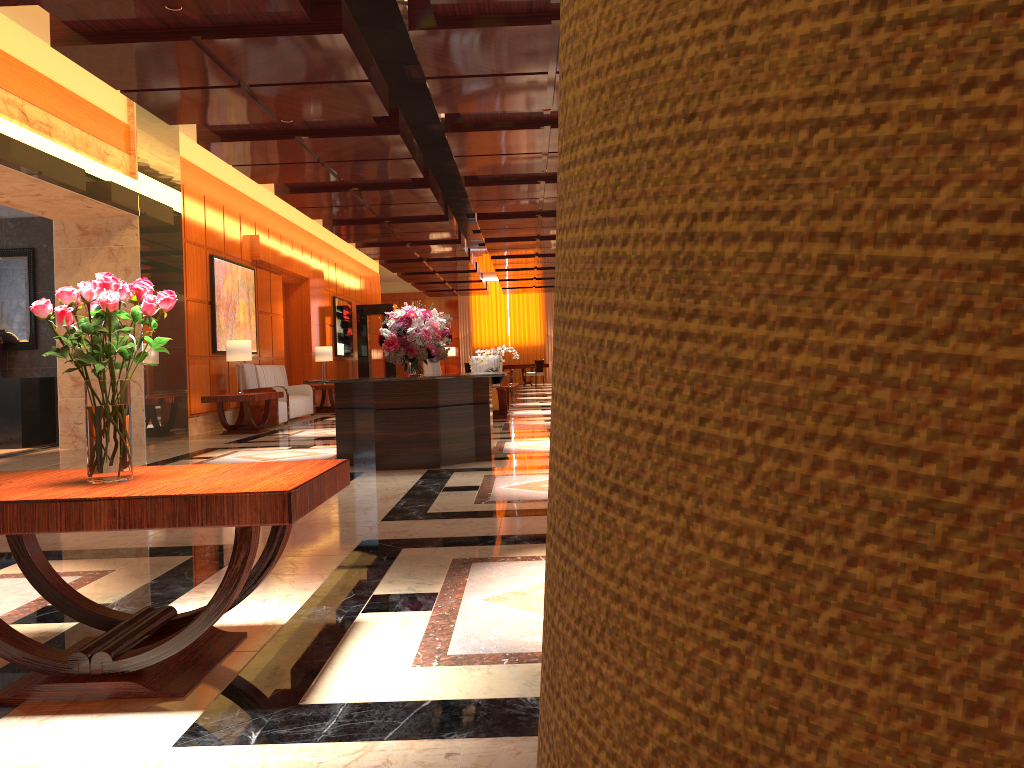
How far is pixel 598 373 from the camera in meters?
0.2 m

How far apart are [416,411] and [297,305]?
12.0 meters

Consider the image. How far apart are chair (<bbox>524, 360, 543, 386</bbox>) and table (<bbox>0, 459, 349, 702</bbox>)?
26.3 meters

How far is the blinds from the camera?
34.6m

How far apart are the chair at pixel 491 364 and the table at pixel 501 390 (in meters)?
1.26

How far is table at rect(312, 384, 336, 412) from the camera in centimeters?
1661cm

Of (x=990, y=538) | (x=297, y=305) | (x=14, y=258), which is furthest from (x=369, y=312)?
(x=990, y=538)

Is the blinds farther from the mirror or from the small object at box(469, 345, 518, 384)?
the mirror

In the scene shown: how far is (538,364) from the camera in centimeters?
2910cm

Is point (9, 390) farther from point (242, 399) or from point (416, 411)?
point (416, 411)
